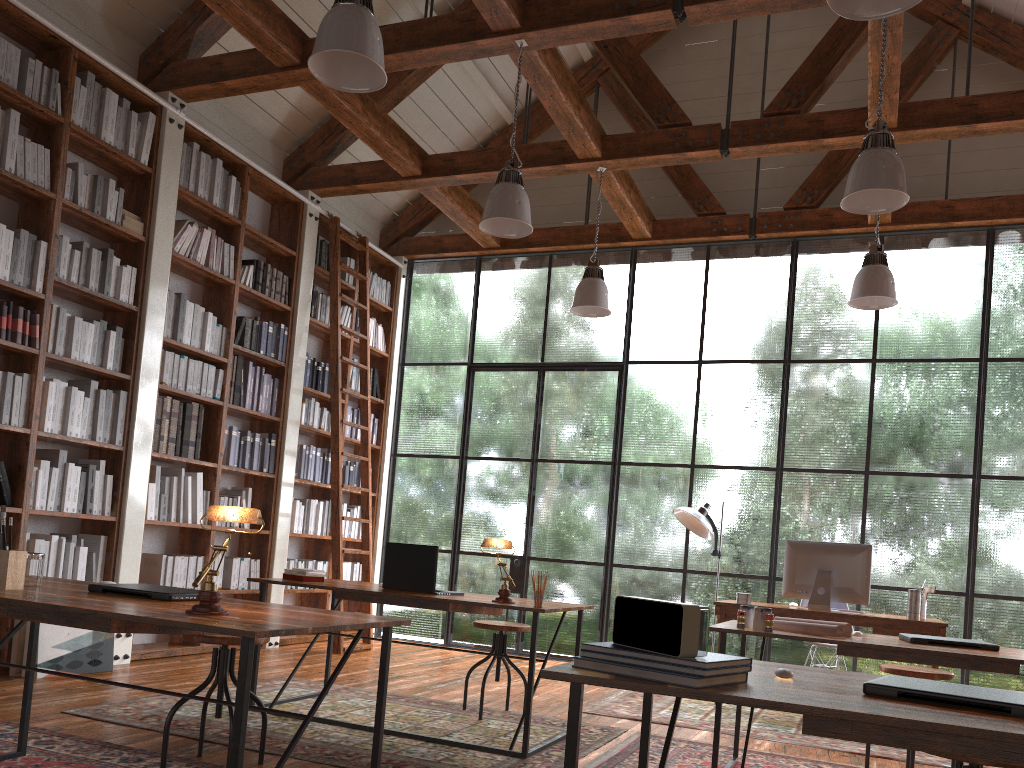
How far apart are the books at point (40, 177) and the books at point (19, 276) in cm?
34

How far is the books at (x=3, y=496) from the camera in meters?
4.7

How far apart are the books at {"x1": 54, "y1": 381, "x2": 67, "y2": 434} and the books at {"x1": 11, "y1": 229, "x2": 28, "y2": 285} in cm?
62

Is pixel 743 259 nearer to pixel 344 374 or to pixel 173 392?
pixel 344 374

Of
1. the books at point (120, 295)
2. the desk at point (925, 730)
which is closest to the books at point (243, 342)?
the books at point (120, 295)

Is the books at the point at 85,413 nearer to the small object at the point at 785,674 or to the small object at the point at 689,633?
the small object at the point at 689,633

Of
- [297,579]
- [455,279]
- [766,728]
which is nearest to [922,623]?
[766,728]

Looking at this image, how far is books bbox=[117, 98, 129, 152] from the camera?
5.5 meters

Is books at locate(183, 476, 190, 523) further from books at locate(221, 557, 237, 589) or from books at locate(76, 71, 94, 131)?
books at locate(76, 71, 94, 131)

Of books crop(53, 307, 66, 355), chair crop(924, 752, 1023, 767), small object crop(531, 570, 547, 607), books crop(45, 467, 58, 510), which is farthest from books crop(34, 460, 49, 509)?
chair crop(924, 752, 1023, 767)
